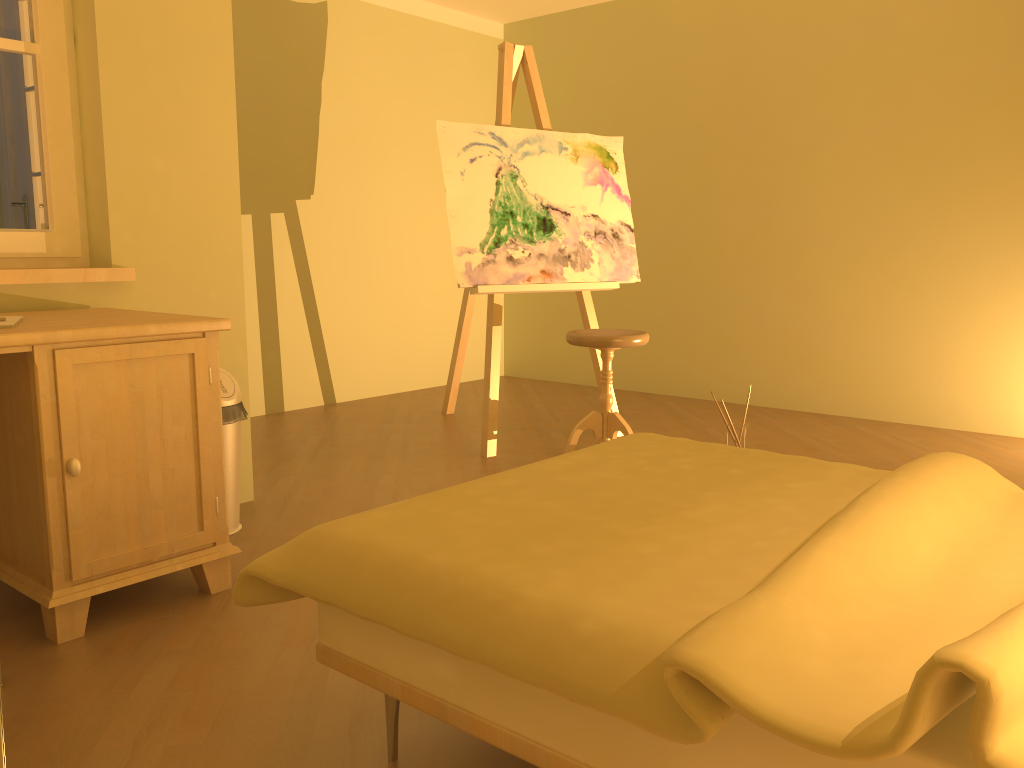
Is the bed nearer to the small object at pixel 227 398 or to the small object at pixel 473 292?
the small object at pixel 227 398

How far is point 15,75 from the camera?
2.6 meters

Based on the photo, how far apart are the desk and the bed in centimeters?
70cm

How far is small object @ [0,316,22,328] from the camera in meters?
2.0

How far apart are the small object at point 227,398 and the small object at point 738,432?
2.0 meters

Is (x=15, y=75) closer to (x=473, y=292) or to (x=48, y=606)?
(x=48, y=606)

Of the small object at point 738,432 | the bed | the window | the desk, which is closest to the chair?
the small object at point 738,432

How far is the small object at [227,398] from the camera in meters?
2.7

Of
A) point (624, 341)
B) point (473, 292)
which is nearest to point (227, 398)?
point (473, 292)

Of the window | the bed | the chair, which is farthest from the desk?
the chair
